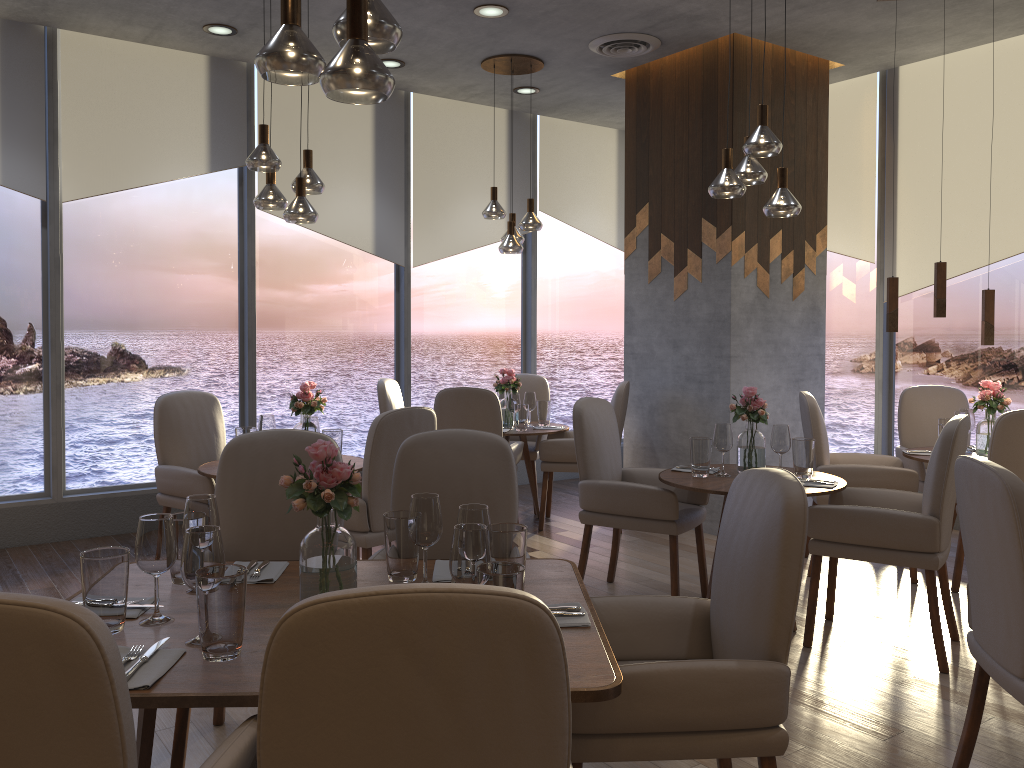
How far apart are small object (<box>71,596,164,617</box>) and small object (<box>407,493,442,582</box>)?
0.6 meters

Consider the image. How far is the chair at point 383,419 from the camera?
3.8 meters

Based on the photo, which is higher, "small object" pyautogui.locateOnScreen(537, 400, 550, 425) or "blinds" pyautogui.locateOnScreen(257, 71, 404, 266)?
"blinds" pyautogui.locateOnScreen(257, 71, 404, 266)

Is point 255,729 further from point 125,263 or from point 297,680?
point 125,263

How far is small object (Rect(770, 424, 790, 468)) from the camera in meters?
4.0 m

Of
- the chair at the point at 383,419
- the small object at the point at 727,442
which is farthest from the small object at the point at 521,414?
the small object at the point at 727,442

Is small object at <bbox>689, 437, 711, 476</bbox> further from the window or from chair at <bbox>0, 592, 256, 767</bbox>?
the window

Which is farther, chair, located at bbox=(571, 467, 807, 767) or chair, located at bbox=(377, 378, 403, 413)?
chair, located at bbox=(377, 378, 403, 413)

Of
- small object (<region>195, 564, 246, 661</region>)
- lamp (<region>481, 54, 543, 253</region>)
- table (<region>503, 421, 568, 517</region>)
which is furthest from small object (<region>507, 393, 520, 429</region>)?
small object (<region>195, 564, 246, 661</region>)

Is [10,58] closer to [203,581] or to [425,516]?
[425,516]
